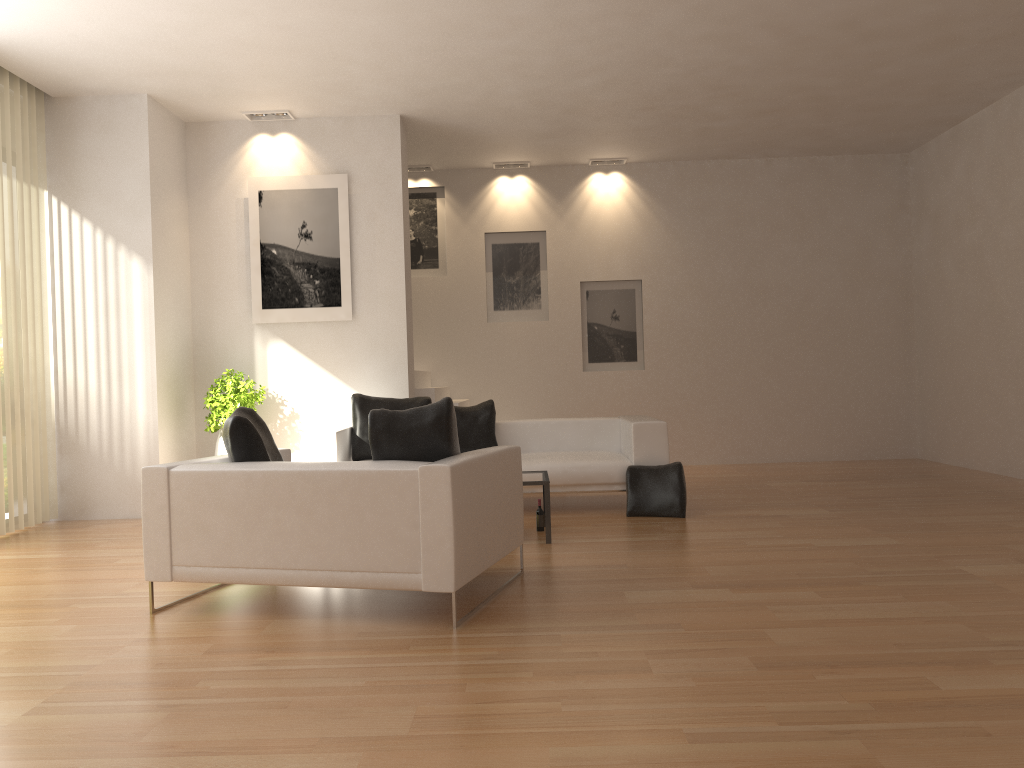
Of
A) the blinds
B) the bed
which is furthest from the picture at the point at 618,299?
the blinds

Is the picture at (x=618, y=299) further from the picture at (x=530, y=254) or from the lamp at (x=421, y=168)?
the lamp at (x=421, y=168)

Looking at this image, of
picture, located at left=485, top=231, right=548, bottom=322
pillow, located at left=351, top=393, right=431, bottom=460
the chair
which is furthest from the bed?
→ picture, located at left=485, top=231, right=548, bottom=322

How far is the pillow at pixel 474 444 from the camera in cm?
800

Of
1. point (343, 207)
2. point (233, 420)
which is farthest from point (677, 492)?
point (343, 207)

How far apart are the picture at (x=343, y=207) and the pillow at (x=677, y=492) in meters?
3.2

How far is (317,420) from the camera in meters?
8.7 m

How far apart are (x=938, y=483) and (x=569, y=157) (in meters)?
5.42

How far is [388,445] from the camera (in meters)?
4.38

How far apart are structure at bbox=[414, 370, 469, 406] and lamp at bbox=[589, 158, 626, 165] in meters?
3.5
